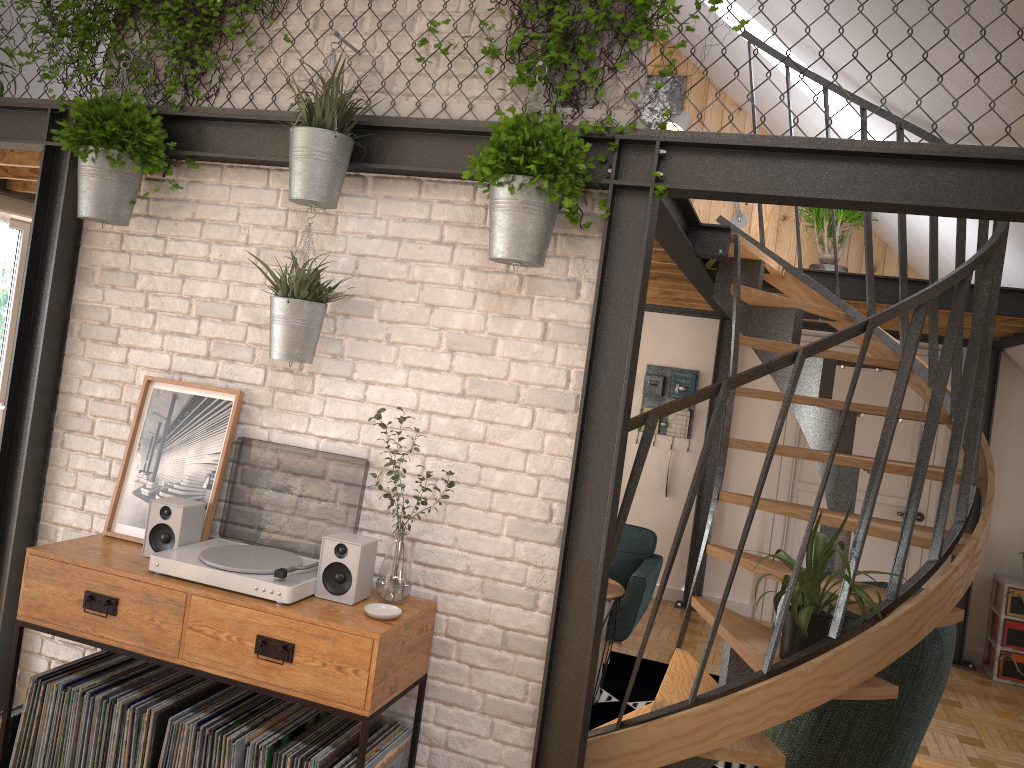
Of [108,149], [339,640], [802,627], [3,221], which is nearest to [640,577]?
[802,627]

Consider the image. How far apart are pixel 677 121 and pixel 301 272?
4.8m

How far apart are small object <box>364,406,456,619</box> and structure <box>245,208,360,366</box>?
0.30m

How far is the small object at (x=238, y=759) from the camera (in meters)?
2.66

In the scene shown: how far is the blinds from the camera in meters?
5.4

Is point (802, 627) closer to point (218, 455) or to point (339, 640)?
point (339, 640)

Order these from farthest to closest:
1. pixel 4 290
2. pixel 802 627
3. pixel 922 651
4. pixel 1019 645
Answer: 1. pixel 1019 645
2. pixel 4 290
3. pixel 922 651
4. pixel 802 627

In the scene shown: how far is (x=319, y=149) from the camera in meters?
2.8 m

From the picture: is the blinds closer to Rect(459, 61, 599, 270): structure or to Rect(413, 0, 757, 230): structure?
Rect(413, 0, 757, 230): structure

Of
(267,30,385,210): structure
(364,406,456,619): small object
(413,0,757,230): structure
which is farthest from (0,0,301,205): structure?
(364,406,456,619): small object
